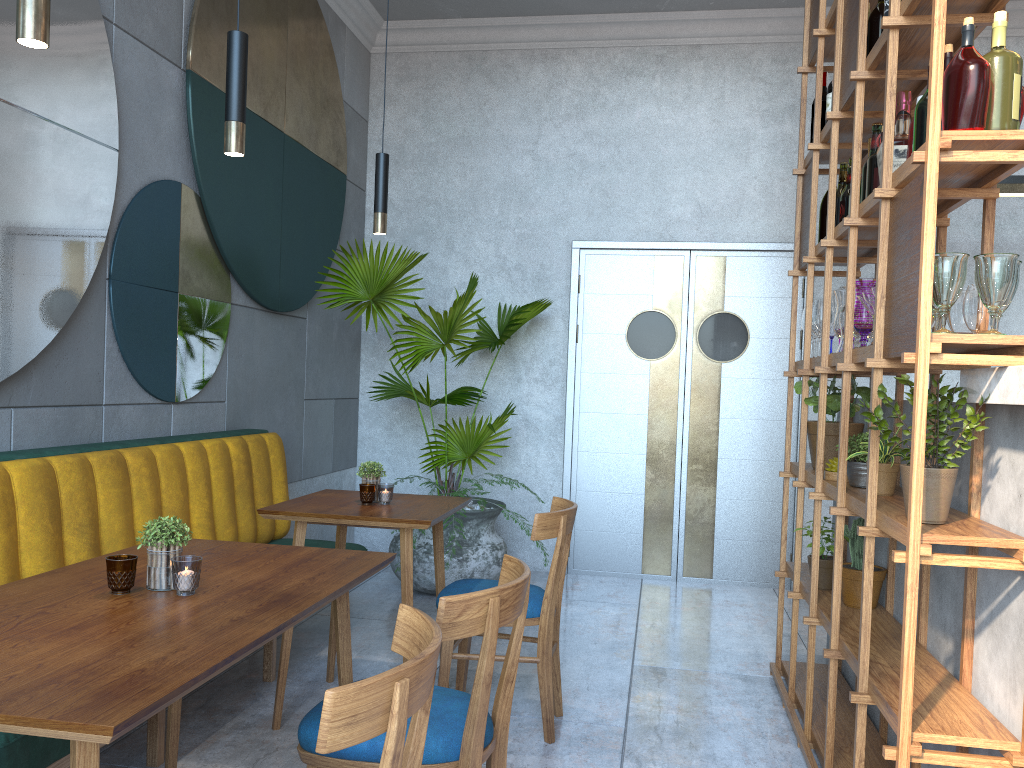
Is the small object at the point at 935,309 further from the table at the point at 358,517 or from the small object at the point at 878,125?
the table at the point at 358,517

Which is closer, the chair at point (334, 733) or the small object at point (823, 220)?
the chair at point (334, 733)

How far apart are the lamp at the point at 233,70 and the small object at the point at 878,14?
1.9m

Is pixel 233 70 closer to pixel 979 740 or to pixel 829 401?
pixel 979 740

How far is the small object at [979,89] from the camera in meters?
1.9 m

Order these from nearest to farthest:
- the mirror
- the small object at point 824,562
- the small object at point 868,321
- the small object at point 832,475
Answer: the small object at point 868,321 → the mirror → the small object at point 832,475 → the small object at point 824,562

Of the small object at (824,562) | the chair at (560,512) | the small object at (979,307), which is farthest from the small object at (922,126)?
the small object at (824,562)

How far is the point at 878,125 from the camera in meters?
2.8 m

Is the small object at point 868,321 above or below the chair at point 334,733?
above

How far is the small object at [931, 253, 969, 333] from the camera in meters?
1.9 m
